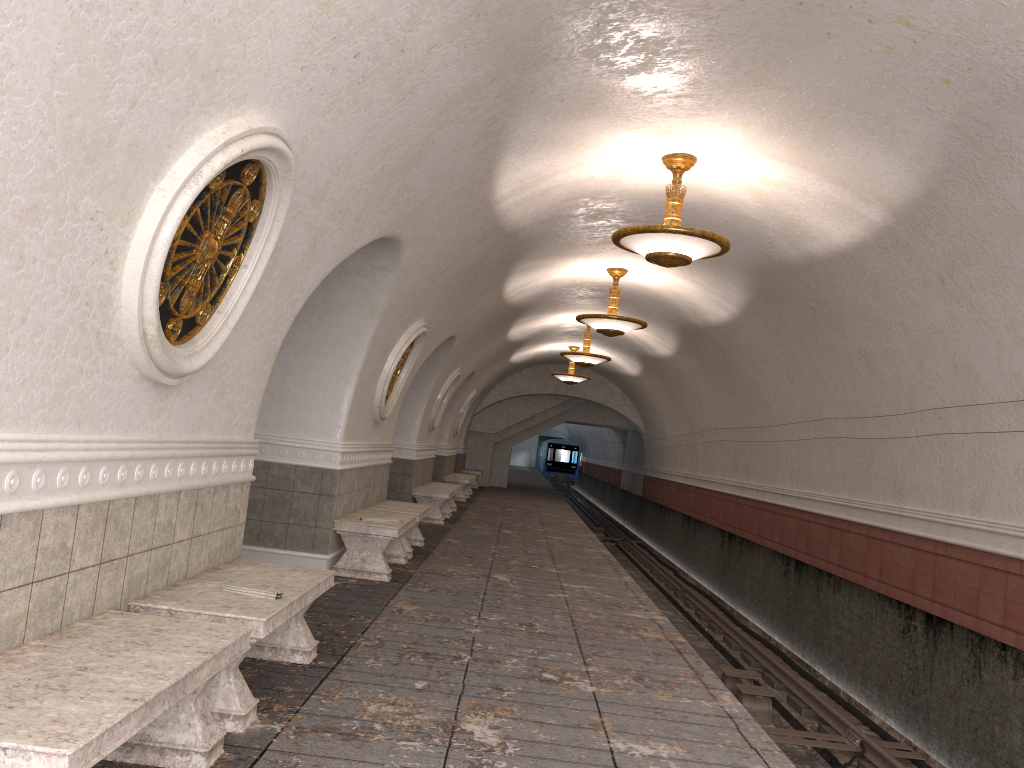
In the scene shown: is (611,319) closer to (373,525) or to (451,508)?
(373,525)

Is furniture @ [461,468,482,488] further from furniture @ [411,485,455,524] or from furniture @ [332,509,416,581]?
furniture @ [332,509,416,581]

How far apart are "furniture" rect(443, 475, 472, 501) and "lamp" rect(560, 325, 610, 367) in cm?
458

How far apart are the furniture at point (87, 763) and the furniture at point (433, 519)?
10.56m

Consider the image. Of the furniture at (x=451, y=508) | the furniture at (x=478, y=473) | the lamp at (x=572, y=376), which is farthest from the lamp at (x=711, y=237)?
the furniture at (x=478, y=473)

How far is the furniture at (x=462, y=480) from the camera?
20.13m

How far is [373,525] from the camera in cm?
818

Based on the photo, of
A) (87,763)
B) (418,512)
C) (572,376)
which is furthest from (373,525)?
(572,376)

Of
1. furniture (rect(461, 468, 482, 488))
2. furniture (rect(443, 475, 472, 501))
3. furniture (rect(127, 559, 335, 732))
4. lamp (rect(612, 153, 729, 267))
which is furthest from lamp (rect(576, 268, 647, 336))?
furniture (rect(461, 468, 482, 488))

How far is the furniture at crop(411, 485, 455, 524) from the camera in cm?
1419
